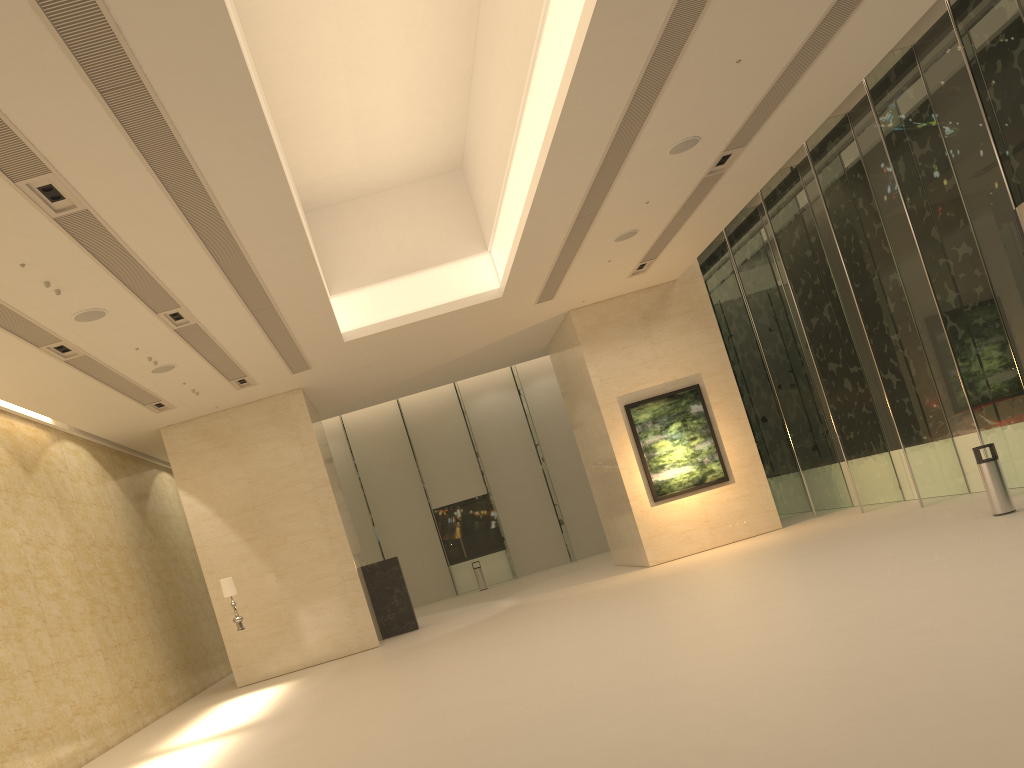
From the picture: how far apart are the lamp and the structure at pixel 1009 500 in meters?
12.4 m

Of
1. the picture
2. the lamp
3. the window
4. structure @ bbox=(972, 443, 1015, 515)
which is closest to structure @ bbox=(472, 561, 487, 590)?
the window

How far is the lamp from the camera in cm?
1579

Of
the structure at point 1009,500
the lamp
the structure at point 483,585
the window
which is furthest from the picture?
the structure at point 483,585

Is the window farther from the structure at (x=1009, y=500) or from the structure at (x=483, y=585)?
the structure at (x=1009, y=500)

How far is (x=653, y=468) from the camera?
19.5 meters

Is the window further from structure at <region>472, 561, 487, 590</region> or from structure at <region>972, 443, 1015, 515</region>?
structure at <region>972, 443, 1015, 515</region>

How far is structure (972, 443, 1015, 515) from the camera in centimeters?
1208cm

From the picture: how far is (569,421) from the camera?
30.7m

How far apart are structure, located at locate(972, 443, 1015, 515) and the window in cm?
178
